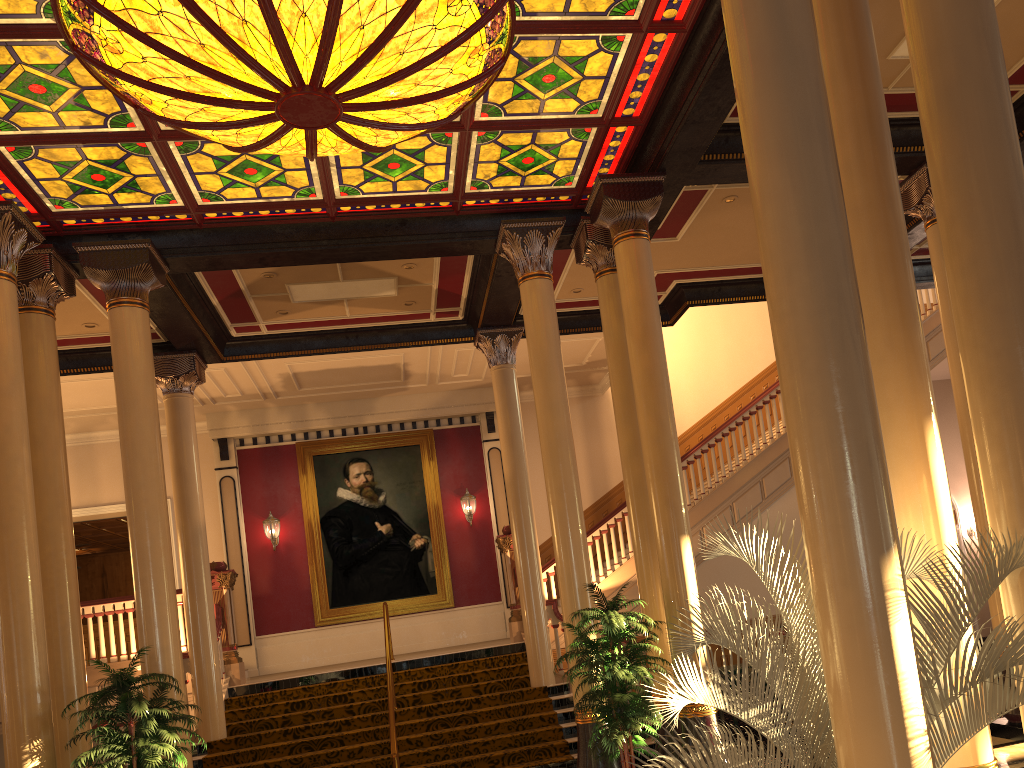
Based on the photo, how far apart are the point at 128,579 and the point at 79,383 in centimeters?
888cm

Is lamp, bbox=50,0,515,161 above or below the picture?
above

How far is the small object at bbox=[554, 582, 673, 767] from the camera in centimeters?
726cm

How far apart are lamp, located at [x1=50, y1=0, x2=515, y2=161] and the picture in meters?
9.7

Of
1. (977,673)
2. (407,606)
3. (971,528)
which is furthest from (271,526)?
(971,528)

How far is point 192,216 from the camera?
8.9m

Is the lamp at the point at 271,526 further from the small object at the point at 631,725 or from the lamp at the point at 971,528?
→ the lamp at the point at 971,528

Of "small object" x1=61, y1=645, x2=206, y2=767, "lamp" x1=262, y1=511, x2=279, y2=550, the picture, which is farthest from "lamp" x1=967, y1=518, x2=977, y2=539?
"small object" x1=61, y1=645, x2=206, y2=767

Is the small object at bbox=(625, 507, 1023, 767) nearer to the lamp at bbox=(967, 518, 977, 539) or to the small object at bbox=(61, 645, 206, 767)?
the small object at bbox=(61, 645, 206, 767)

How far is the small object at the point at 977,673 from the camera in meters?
3.3
